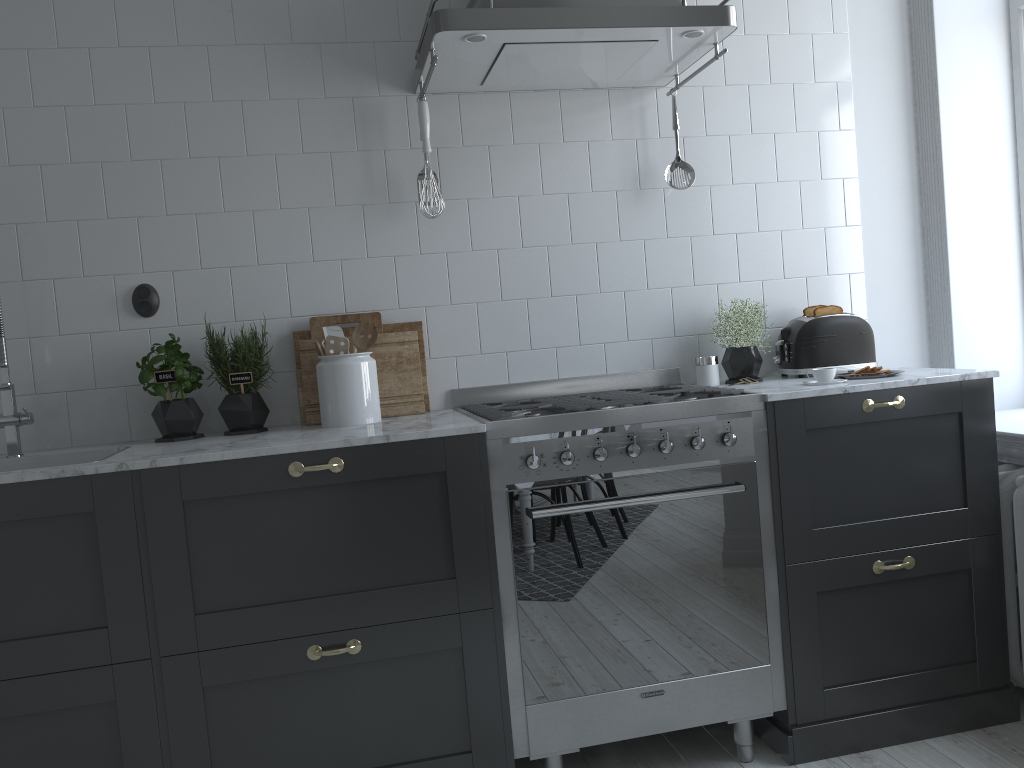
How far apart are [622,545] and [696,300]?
1.0 meters

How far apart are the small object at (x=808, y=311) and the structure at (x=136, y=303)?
2.1 meters

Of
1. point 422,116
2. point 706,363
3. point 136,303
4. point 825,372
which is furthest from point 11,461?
point 825,372

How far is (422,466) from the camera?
2.23m

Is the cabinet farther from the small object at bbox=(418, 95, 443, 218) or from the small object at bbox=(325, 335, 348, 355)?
the small object at bbox=(418, 95, 443, 218)

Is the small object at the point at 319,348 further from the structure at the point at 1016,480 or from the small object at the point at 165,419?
the structure at the point at 1016,480

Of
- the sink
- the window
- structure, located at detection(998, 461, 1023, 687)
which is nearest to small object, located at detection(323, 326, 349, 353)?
the sink

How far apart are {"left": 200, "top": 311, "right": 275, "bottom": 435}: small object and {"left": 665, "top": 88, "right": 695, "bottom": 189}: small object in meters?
1.4

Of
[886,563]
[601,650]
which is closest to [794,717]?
[886,563]

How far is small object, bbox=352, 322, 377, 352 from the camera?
2.7m
